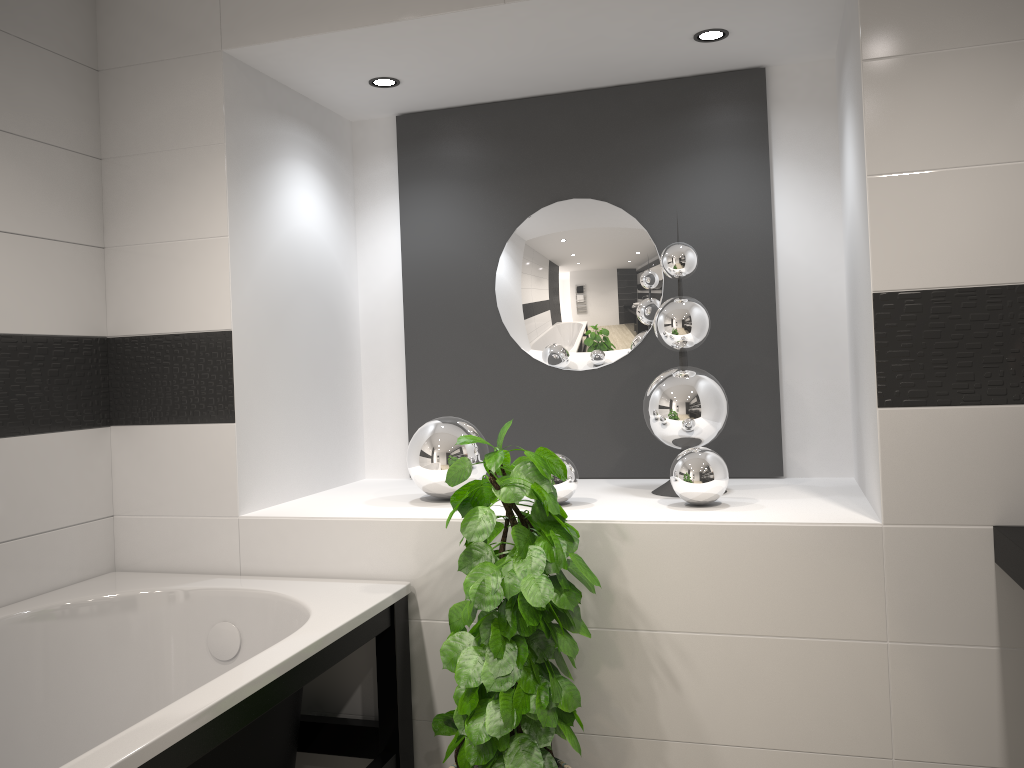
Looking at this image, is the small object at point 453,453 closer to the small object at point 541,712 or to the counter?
the small object at point 541,712

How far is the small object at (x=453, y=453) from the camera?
2.7m

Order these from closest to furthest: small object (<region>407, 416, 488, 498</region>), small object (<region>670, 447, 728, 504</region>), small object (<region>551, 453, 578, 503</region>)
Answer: small object (<region>670, 447, 728, 504</region>) < small object (<region>551, 453, 578, 503</region>) < small object (<region>407, 416, 488, 498</region>)

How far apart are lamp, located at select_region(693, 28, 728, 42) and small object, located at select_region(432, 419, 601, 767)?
1.38m

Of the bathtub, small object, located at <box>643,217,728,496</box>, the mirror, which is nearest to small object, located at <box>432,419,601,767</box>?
the bathtub

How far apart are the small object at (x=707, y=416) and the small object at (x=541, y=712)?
0.6m

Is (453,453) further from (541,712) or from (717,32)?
(717,32)

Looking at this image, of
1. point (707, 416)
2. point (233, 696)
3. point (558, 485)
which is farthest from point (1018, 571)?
point (233, 696)

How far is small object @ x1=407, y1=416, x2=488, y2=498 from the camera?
2.70m

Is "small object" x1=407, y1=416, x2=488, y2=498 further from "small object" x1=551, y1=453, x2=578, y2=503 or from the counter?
the counter
